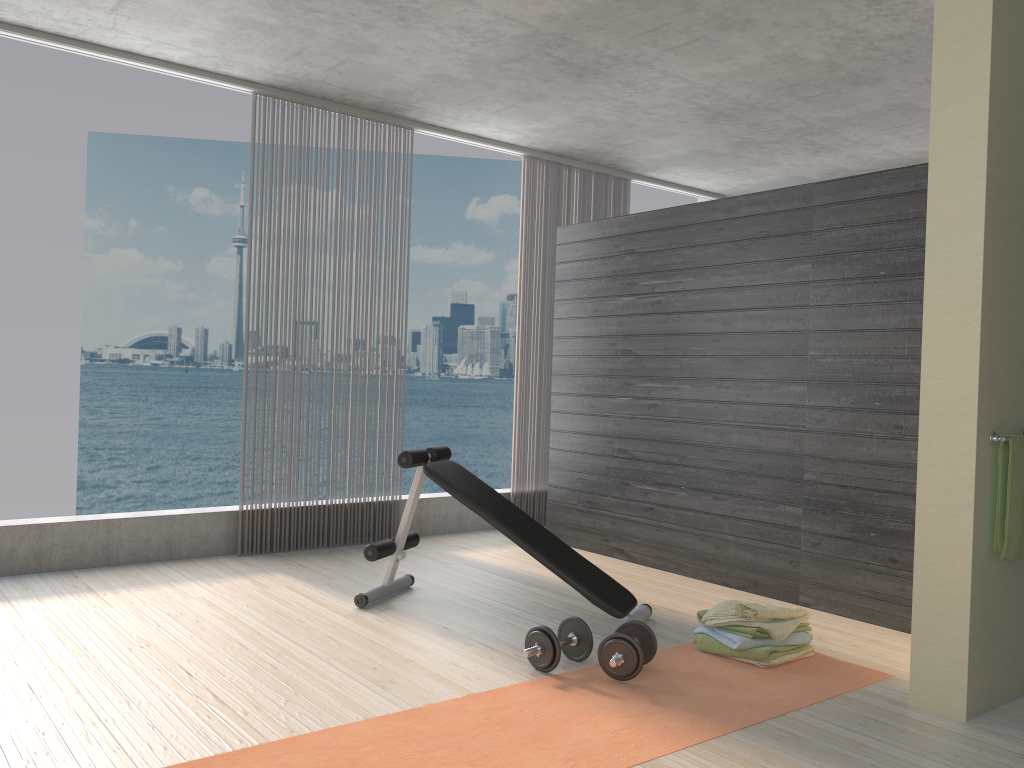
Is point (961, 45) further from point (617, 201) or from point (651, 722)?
point (617, 201)

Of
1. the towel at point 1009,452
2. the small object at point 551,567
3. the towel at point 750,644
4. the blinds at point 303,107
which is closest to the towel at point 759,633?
the towel at point 750,644

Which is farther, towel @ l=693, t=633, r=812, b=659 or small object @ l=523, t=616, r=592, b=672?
towel @ l=693, t=633, r=812, b=659

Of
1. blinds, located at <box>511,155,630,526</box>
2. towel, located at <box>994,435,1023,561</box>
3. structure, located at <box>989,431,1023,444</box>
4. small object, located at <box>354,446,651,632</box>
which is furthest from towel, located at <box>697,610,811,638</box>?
blinds, located at <box>511,155,630,526</box>

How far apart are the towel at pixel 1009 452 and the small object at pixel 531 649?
1.5 meters

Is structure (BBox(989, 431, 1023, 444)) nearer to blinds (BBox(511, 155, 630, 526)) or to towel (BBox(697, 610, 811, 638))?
towel (BBox(697, 610, 811, 638))

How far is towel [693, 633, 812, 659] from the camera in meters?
3.5 m

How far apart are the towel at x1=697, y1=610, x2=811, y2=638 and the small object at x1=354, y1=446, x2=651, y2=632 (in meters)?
0.31

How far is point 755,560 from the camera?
4.7m

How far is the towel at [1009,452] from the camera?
3.0m
